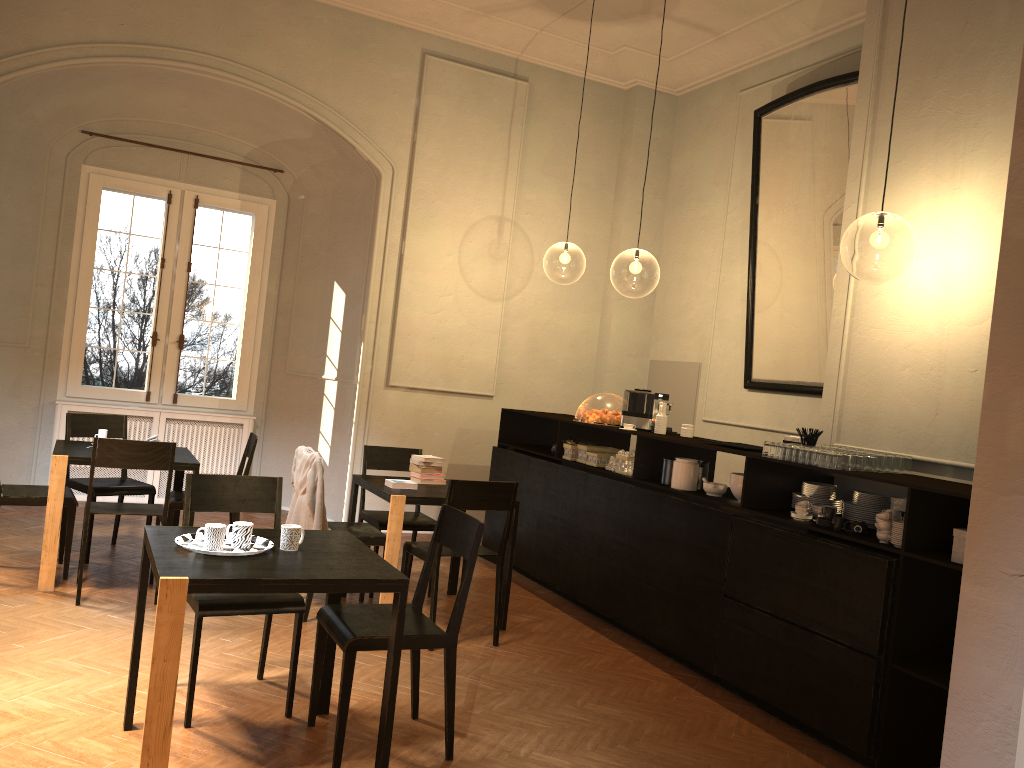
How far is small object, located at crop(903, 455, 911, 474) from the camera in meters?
5.1 m

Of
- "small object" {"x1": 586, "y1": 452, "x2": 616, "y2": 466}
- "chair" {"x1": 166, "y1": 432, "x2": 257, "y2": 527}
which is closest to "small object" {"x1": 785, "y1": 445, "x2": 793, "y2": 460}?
"small object" {"x1": 586, "y1": 452, "x2": 616, "y2": 466}

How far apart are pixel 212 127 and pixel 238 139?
0.3 meters

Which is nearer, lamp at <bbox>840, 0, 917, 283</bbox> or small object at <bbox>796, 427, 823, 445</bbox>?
small object at <bbox>796, 427, 823, 445</bbox>

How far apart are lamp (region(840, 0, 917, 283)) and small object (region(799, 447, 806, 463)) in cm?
940

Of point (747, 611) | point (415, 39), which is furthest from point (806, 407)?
point (415, 39)

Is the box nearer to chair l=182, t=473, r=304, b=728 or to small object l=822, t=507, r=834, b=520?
small object l=822, t=507, r=834, b=520

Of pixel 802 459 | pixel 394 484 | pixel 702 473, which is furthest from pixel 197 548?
pixel 702 473

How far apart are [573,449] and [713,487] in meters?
1.8

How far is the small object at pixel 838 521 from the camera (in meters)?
4.78
